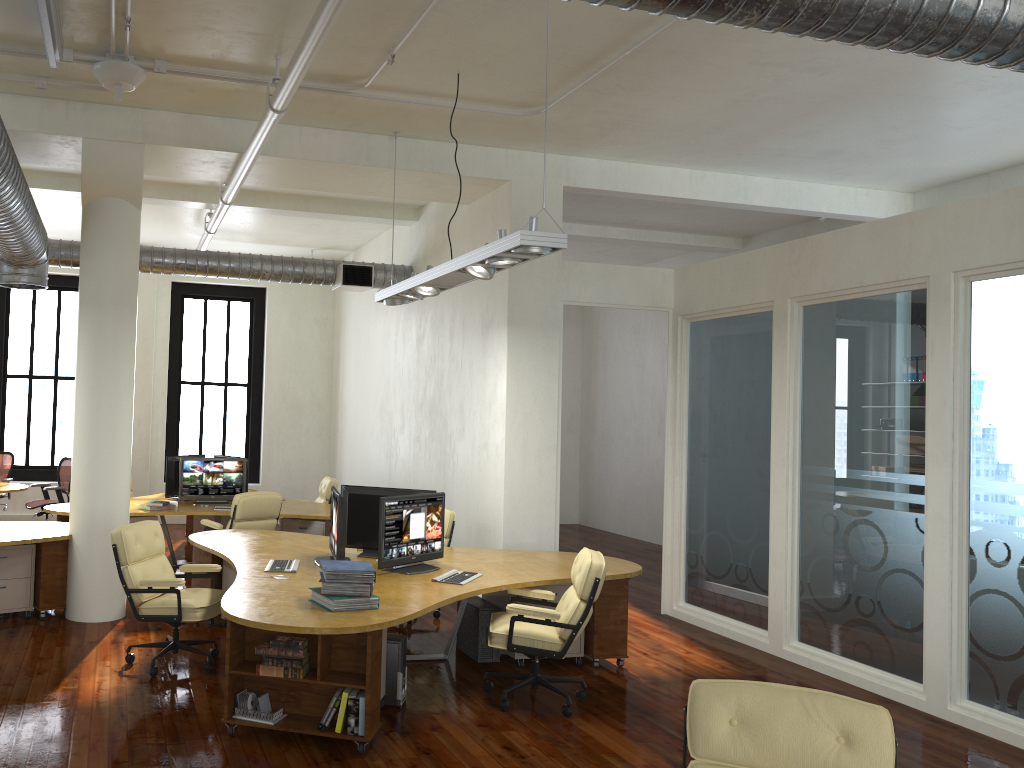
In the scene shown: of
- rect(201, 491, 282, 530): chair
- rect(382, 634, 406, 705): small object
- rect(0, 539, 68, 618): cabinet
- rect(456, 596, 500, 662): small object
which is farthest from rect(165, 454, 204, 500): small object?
rect(382, 634, 406, 705): small object

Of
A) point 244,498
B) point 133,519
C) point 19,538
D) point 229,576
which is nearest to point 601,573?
point 229,576

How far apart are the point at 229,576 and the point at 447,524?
2.1 meters

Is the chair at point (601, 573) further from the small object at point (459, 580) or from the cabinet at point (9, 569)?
the cabinet at point (9, 569)

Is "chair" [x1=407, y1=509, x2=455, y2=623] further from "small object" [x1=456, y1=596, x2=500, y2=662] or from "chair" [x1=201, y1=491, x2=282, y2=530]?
"chair" [x1=201, y1=491, x2=282, y2=530]

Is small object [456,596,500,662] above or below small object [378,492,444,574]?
below

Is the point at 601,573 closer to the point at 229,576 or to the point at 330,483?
the point at 229,576

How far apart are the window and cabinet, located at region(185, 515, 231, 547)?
2.5 meters

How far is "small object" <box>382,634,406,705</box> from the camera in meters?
5.7 m

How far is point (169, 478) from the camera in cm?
1073
